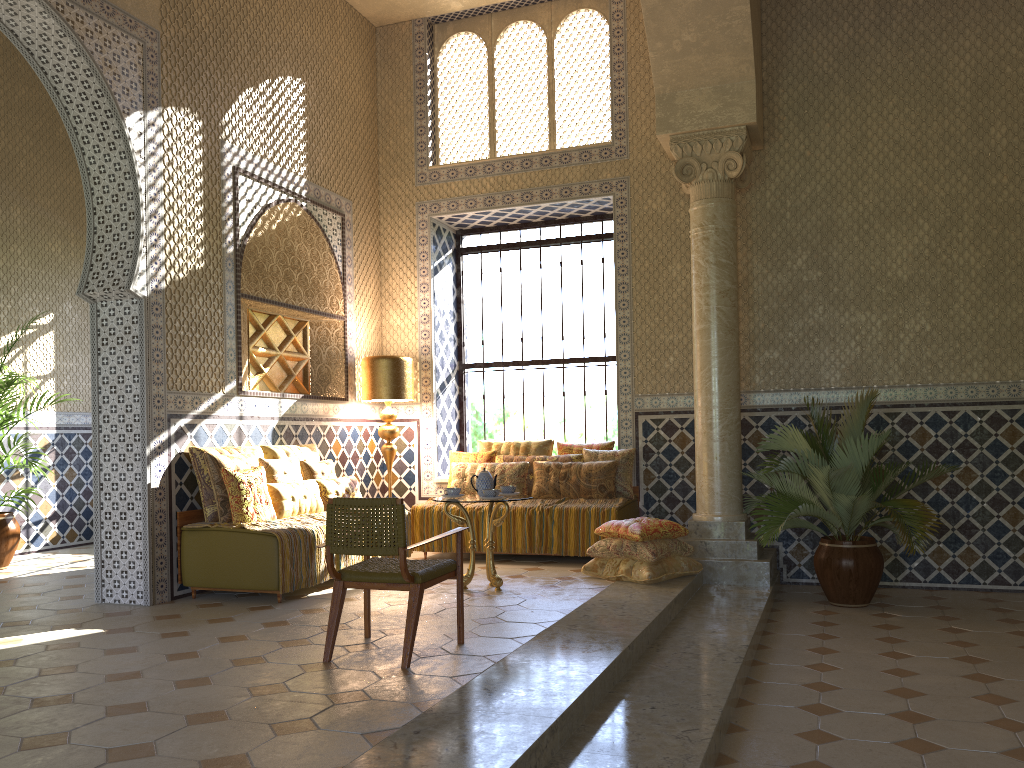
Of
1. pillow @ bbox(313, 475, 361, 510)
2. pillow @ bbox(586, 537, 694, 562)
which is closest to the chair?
pillow @ bbox(586, 537, 694, 562)

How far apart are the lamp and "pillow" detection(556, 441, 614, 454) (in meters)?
2.23

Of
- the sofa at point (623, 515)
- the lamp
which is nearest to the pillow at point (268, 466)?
the lamp

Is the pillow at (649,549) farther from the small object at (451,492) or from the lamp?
the lamp

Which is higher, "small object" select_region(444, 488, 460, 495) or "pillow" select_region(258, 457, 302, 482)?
"pillow" select_region(258, 457, 302, 482)

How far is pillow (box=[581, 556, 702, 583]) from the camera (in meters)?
9.52

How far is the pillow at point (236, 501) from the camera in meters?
9.1 m

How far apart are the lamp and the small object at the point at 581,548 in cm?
89

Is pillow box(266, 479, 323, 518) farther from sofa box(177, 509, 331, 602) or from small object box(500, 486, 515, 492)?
small object box(500, 486, 515, 492)

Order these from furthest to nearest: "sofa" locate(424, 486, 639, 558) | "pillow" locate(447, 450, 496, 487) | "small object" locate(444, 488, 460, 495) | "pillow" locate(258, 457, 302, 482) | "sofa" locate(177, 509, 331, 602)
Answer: "pillow" locate(447, 450, 496, 487)
"sofa" locate(424, 486, 639, 558)
"pillow" locate(258, 457, 302, 482)
"small object" locate(444, 488, 460, 495)
"sofa" locate(177, 509, 331, 602)
